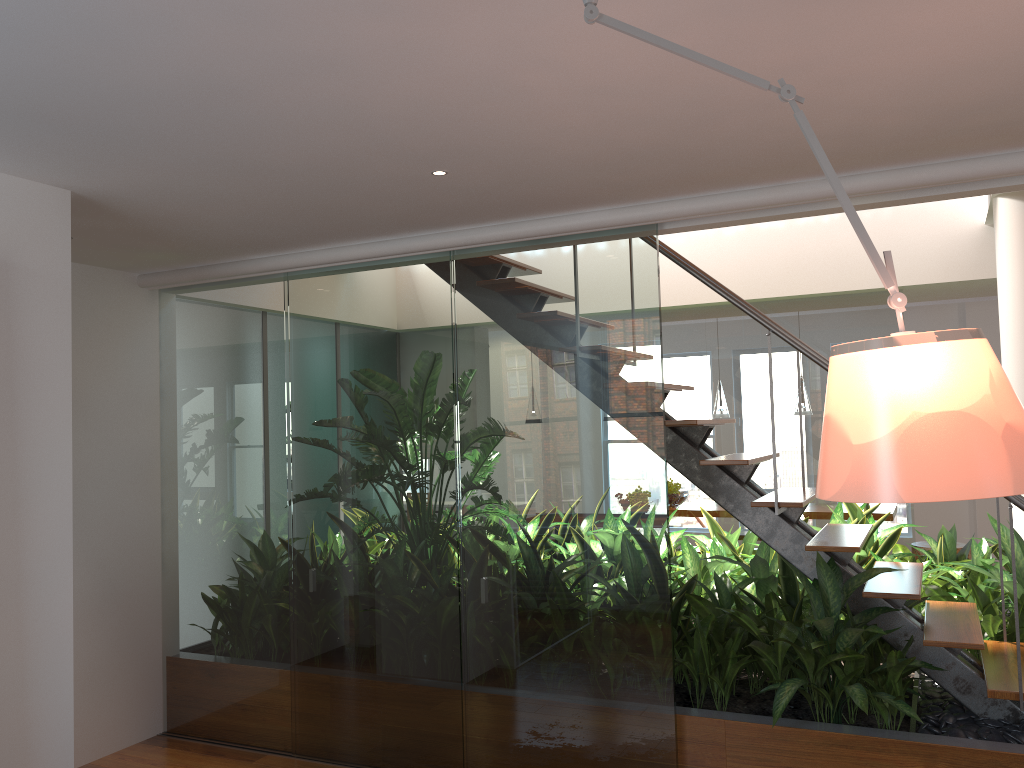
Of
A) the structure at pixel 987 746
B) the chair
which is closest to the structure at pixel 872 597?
the structure at pixel 987 746

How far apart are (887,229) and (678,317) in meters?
1.4 m

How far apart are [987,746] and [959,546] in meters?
4.9

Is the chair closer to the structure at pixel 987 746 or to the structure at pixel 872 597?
the structure at pixel 872 597

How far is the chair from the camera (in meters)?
7.41

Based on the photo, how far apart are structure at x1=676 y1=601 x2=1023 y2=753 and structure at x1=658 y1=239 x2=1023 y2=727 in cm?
14

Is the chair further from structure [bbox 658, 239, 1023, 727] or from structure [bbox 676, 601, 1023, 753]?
structure [bbox 676, 601, 1023, 753]

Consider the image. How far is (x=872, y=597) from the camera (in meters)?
3.31

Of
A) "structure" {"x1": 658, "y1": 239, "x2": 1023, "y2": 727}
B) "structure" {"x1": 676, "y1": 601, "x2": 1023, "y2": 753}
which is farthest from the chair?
"structure" {"x1": 676, "y1": 601, "x2": 1023, "y2": 753}

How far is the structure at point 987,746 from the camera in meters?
3.0
